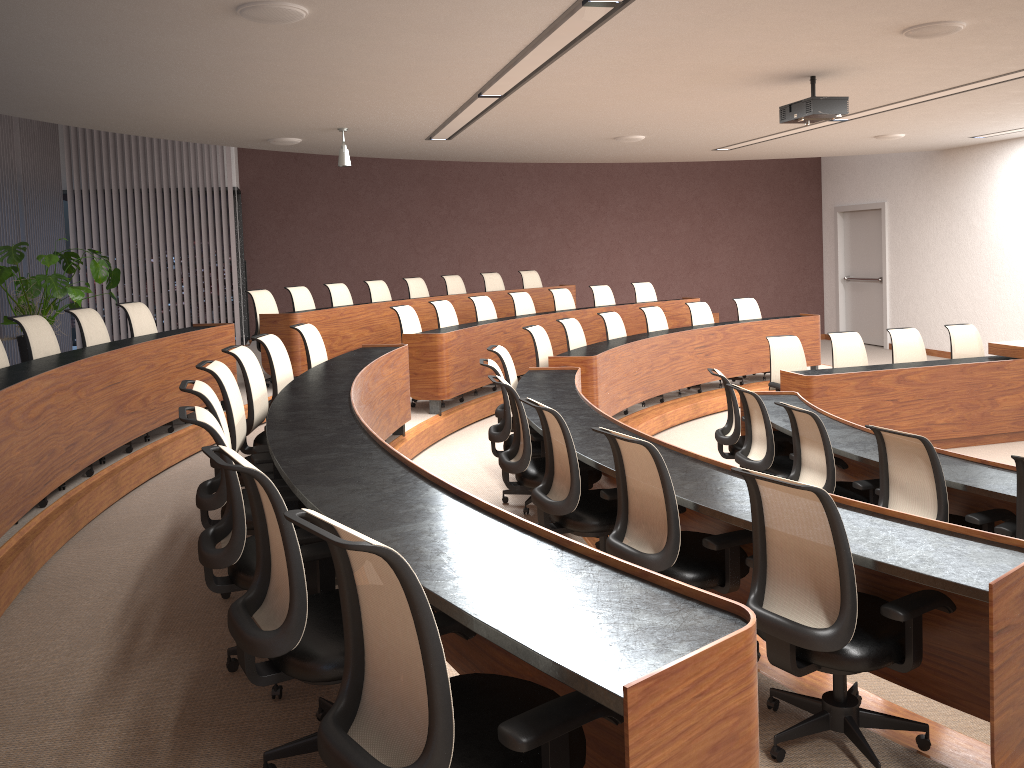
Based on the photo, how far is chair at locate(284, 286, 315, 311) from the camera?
9.24m

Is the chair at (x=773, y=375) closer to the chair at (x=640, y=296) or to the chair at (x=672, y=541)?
the chair at (x=640, y=296)

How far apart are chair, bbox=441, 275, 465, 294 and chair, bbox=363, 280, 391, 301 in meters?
1.1

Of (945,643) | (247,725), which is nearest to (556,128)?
→ (945,643)

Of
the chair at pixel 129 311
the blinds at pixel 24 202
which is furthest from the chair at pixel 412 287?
the blinds at pixel 24 202

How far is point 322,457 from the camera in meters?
3.3 m

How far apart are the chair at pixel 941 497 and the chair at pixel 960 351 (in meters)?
4.73

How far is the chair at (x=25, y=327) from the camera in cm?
551

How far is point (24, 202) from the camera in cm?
1017

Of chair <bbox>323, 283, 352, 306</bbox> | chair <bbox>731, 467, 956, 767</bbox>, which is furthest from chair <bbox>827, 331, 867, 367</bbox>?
chair <bbox>731, 467, 956, 767</bbox>
